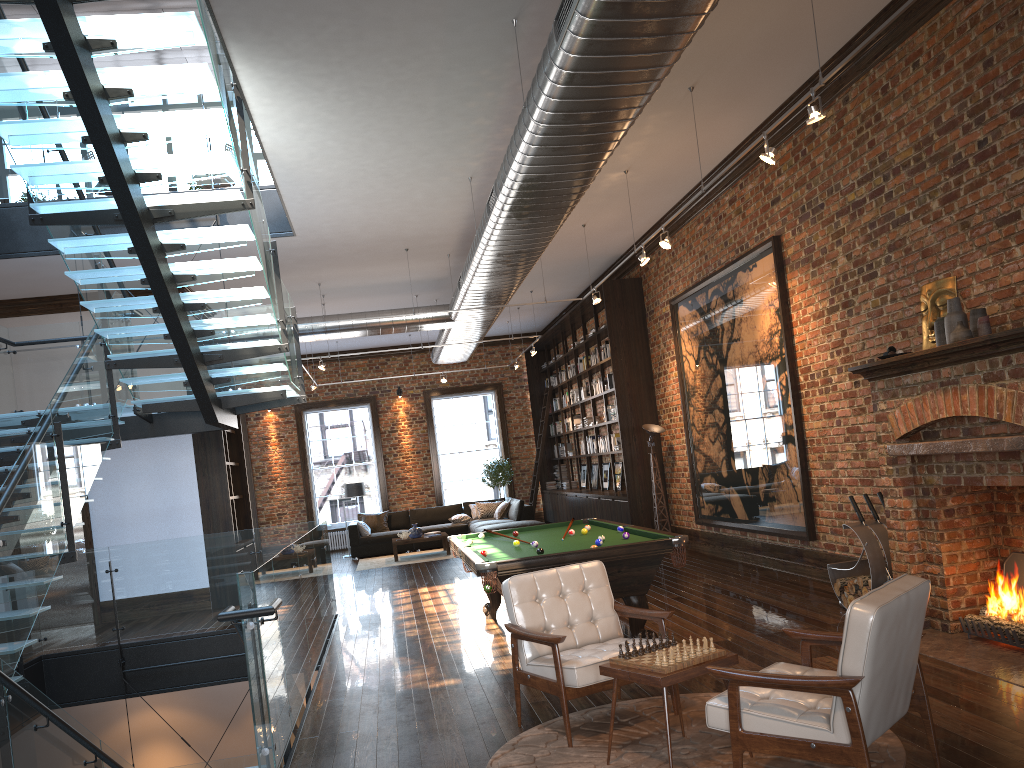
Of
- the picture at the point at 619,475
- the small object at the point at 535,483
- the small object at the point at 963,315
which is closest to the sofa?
the small object at the point at 535,483

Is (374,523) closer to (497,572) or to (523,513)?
(523,513)

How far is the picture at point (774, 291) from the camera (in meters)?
8.82

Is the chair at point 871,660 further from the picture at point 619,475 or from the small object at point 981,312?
the picture at point 619,475

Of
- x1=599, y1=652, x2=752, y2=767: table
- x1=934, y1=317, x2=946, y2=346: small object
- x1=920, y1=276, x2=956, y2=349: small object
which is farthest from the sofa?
x1=599, y1=652, x2=752, y2=767: table

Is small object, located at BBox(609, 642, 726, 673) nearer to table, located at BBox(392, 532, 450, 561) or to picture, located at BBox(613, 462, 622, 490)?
picture, located at BBox(613, 462, 622, 490)

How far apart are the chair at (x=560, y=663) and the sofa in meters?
10.1

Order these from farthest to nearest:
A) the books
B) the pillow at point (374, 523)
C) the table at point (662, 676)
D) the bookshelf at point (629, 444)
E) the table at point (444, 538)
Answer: the pillow at point (374, 523), the books, the table at point (444, 538), the bookshelf at point (629, 444), the table at point (662, 676)

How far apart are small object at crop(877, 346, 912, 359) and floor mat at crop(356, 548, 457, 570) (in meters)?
10.42

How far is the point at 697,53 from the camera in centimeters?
668cm
